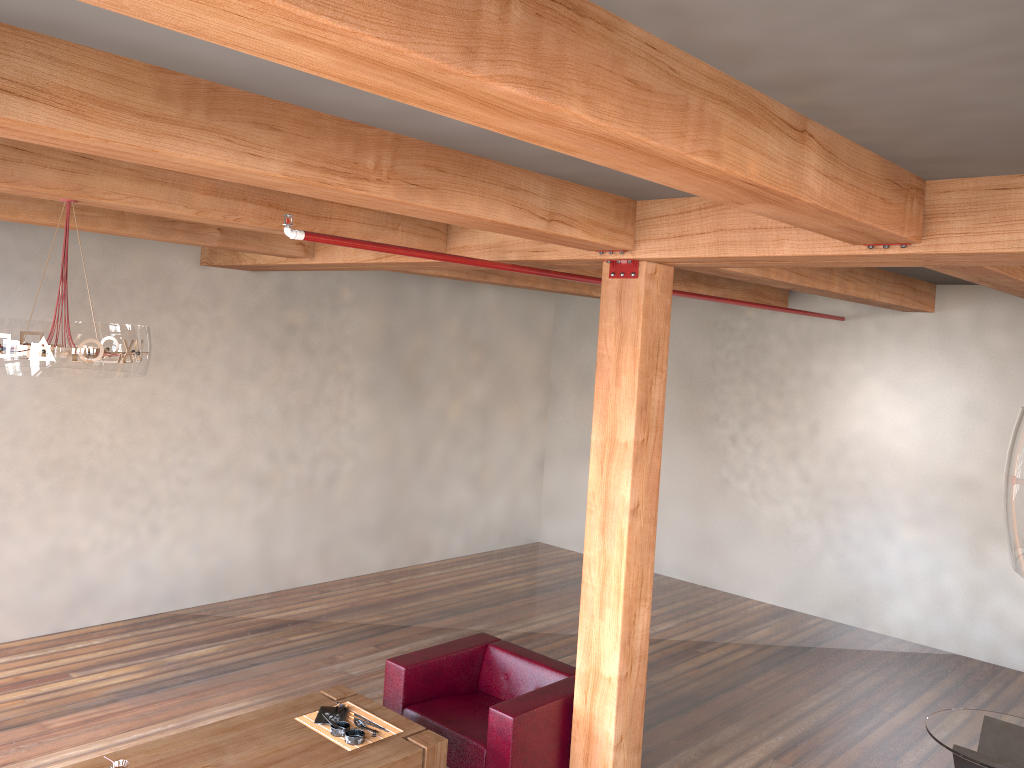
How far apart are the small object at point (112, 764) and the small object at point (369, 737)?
1.0m

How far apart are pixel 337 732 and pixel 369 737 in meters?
0.2

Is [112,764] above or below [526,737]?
above

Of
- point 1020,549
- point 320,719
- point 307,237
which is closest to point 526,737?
point 320,719

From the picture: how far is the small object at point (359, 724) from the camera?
4.65m

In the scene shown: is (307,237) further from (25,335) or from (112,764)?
(112,764)

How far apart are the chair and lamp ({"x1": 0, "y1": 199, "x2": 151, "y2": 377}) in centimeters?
240cm

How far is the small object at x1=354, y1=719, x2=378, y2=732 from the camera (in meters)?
4.65

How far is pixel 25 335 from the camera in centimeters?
377cm

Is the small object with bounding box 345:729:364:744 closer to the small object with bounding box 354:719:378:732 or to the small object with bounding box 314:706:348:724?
the small object with bounding box 354:719:378:732
